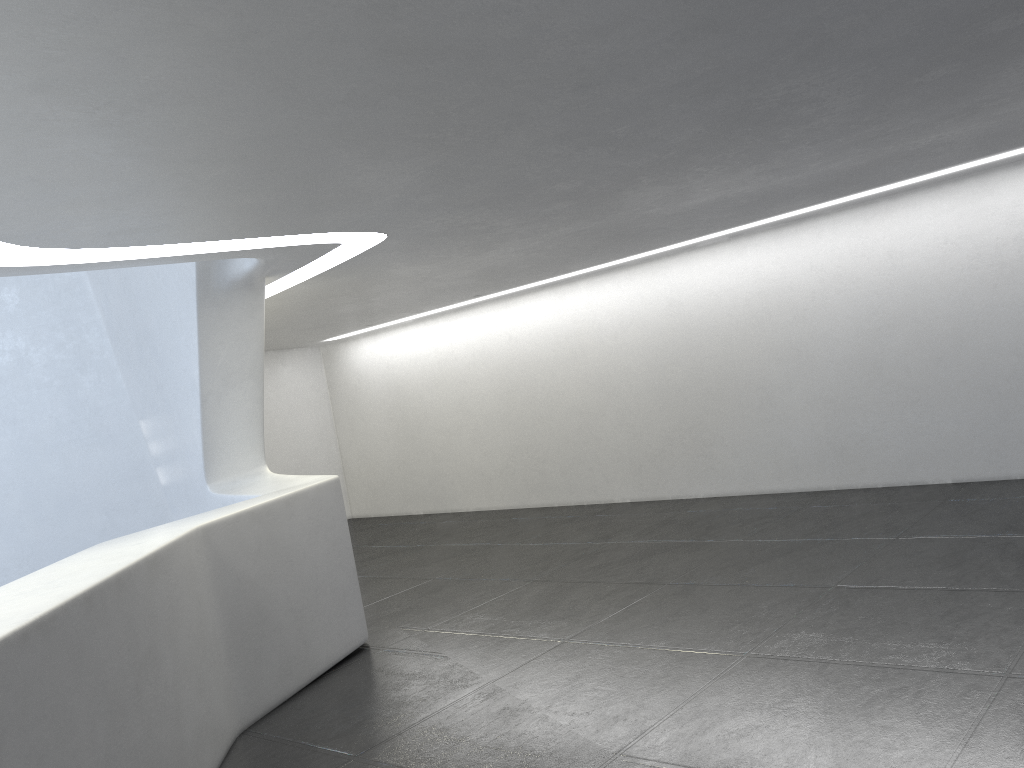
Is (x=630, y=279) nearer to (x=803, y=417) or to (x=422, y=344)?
(x=803, y=417)

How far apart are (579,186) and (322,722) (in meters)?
4.83

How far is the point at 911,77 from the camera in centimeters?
604cm
